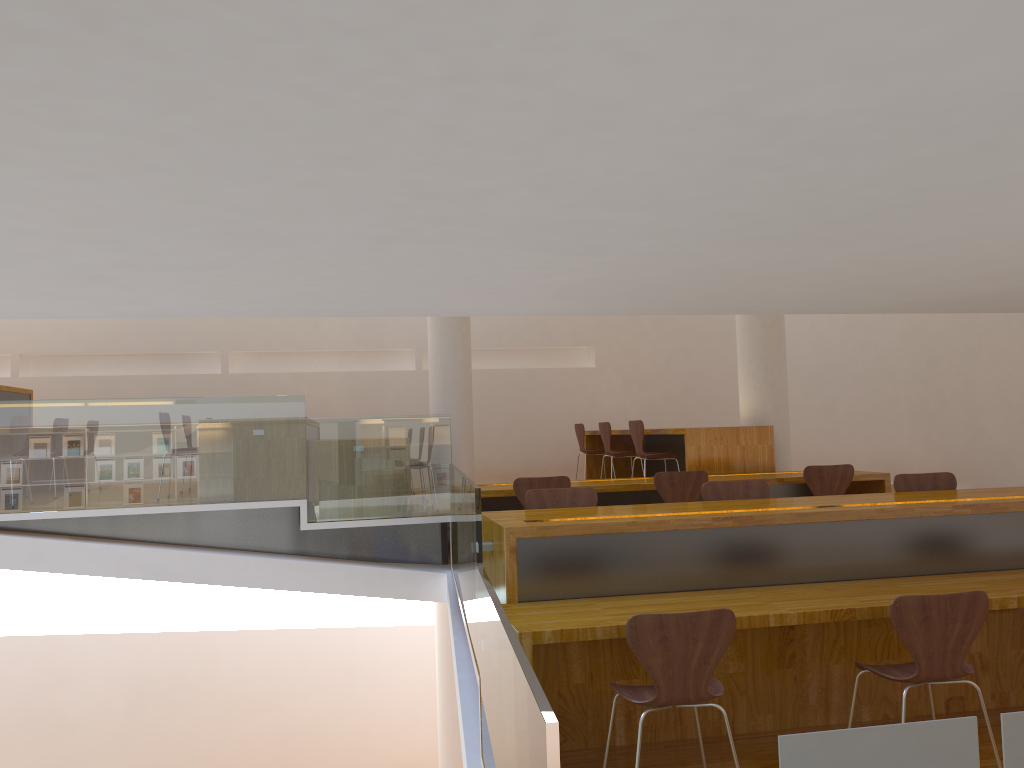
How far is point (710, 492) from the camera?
4.8 meters

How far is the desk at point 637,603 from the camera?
3.6m

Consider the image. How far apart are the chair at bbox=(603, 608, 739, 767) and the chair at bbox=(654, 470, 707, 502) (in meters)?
2.85

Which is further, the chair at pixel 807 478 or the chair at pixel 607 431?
the chair at pixel 607 431

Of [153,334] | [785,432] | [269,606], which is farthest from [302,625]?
[785,432]

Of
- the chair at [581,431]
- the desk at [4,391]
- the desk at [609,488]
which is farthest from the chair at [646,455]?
the desk at [4,391]

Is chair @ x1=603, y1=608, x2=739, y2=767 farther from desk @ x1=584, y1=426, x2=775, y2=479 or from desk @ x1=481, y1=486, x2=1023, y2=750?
desk @ x1=584, y1=426, x2=775, y2=479

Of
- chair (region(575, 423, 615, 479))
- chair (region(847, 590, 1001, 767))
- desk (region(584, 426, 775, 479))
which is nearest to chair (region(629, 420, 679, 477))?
desk (region(584, 426, 775, 479))

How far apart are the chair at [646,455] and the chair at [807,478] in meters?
1.6 m

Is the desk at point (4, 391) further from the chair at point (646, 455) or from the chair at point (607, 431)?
the chair at point (646, 455)
